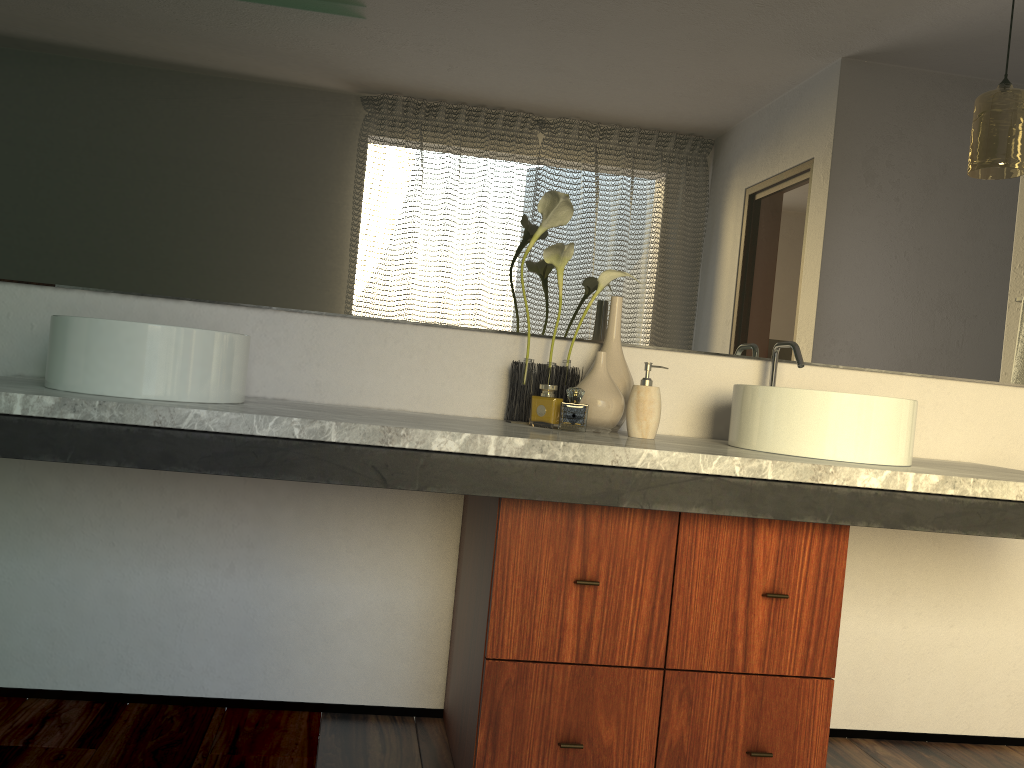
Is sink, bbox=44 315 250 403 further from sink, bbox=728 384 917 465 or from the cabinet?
sink, bbox=728 384 917 465

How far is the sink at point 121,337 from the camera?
1.5m

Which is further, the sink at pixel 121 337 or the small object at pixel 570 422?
the small object at pixel 570 422

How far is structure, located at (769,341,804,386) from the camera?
2.0m

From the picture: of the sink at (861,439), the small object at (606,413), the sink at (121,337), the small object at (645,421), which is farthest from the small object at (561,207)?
the sink at (121,337)

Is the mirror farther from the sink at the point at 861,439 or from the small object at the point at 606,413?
the sink at the point at 861,439

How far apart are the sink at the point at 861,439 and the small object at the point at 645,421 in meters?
0.2

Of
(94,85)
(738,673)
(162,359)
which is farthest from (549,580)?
(94,85)

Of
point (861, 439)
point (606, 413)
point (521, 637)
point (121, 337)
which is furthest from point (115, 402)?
point (861, 439)

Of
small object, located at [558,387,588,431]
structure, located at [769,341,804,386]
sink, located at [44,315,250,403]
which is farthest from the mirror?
sink, located at [44,315,250,403]
